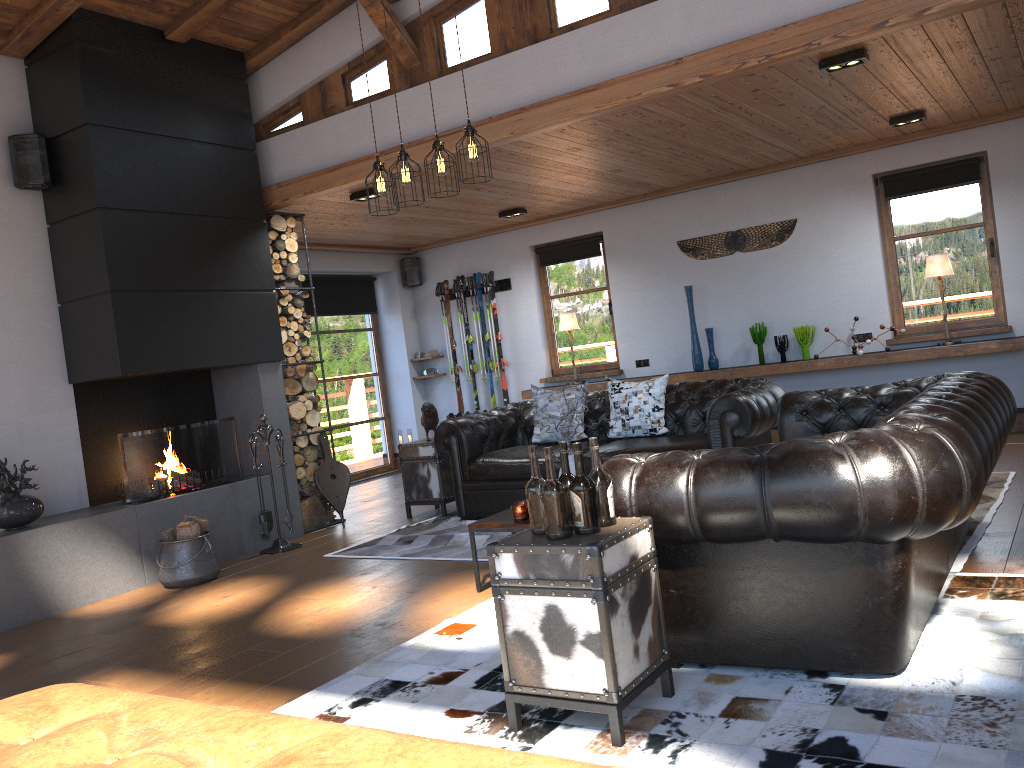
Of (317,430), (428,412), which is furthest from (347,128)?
(317,430)

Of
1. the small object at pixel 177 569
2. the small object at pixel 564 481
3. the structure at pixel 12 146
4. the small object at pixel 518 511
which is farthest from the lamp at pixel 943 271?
the structure at pixel 12 146

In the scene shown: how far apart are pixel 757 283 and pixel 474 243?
3.5m

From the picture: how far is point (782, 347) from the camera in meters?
8.5 m

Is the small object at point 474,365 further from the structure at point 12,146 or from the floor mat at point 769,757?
the floor mat at point 769,757

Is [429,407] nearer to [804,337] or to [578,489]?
[804,337]

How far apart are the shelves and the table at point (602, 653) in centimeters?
562cm

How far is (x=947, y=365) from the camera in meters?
7.8

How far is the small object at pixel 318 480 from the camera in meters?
7.3 m

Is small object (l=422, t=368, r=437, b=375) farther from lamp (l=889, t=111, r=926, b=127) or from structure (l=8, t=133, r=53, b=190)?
lamp (l=889, t=111, r=926, b=127)
